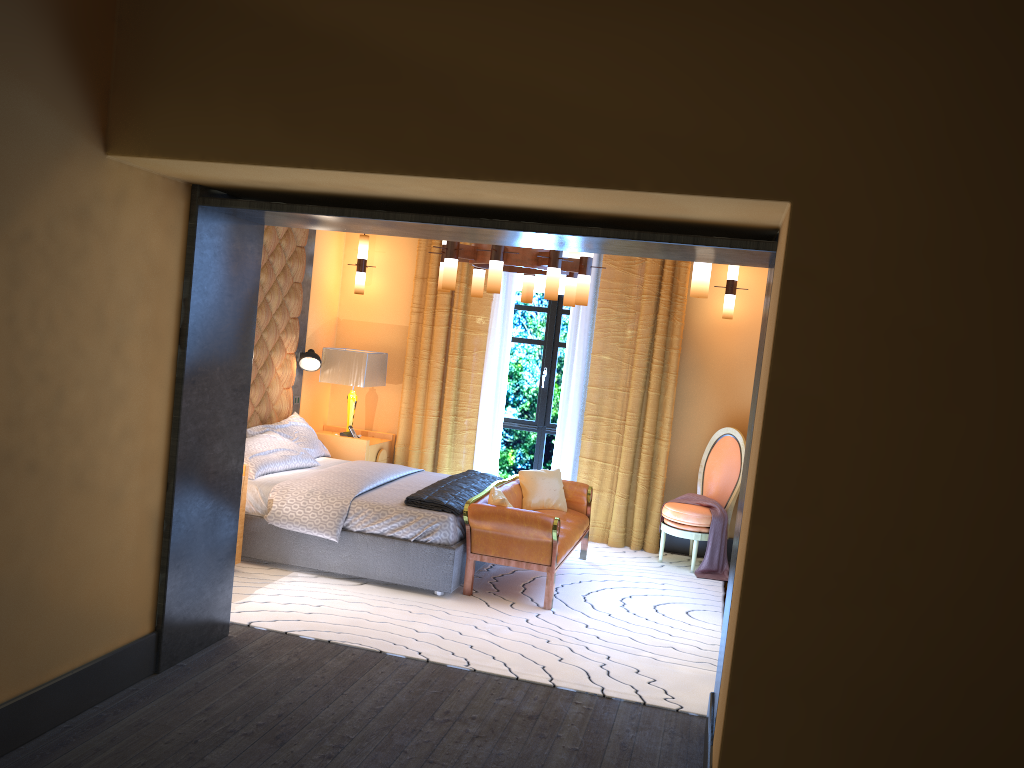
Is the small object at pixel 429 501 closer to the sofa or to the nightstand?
the sofa

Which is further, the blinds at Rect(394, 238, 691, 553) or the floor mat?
the blinds at Rect(394, 238, 691, 553)

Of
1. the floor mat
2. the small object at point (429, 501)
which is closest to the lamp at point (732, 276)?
the floor mat

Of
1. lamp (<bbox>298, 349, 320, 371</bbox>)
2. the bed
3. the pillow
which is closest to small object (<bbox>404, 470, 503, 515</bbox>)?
the bed

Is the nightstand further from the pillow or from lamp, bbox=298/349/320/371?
lamp, bbox=298/349/320/371

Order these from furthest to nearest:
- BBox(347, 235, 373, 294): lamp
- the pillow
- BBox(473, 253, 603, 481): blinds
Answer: BBox(347, 235, 373, 294): lamp
BBox(473, 253, 603, 481): blinds
the pillow

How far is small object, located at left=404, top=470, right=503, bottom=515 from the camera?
5.7m

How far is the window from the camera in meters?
8.1

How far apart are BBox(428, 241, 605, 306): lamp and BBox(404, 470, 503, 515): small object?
1.35m

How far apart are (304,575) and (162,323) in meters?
2.5
